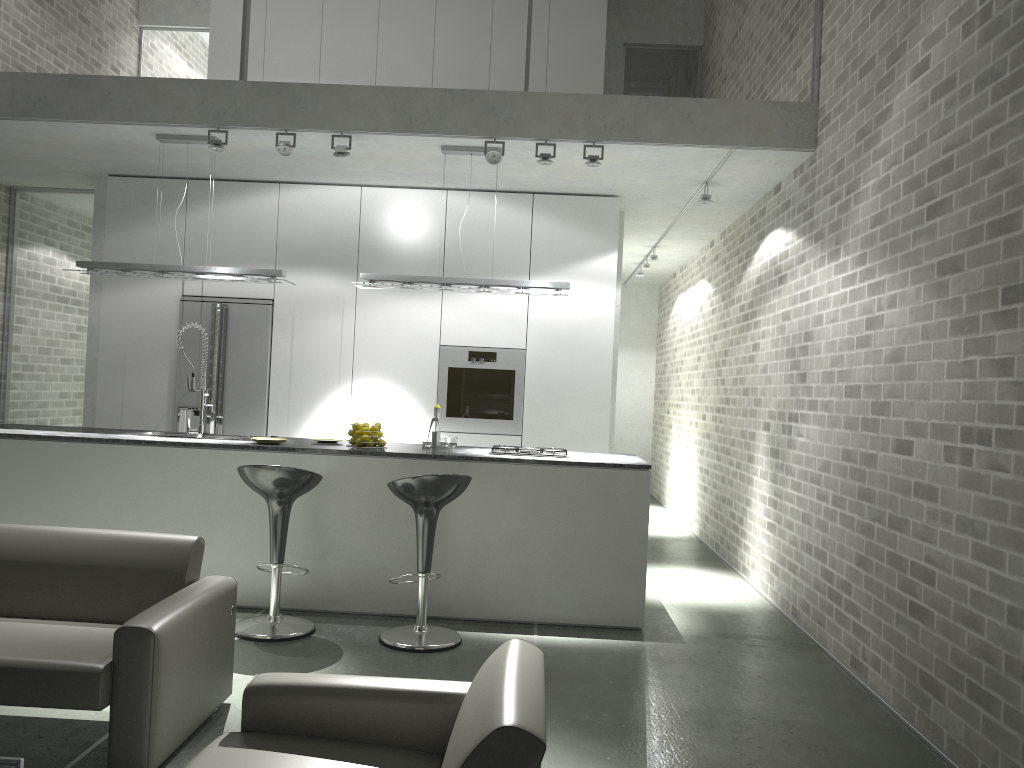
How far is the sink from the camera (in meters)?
5.63

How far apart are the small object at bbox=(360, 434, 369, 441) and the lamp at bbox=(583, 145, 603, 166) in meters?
2.2

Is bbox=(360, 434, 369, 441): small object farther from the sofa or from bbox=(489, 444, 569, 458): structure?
the sofa

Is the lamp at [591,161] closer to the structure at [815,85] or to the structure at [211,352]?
the structure at [815,85]

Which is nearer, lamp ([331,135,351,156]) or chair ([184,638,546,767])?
chair ([184,638,546,767])

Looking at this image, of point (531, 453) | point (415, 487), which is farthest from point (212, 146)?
point (531, 453)

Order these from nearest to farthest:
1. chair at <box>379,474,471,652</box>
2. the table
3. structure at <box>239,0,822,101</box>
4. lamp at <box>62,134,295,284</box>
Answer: the table < chair at <box>379,474,471,652</box> < structure at <box>239,0,822,101</box> < lamp at <box>62,134,295,284</box>

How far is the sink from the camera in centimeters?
563cm

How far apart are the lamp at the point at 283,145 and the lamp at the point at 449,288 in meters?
0.9

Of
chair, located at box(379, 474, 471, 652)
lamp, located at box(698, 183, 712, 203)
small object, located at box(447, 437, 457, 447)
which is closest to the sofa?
chair, located at box(379, 474, 471, 652)
